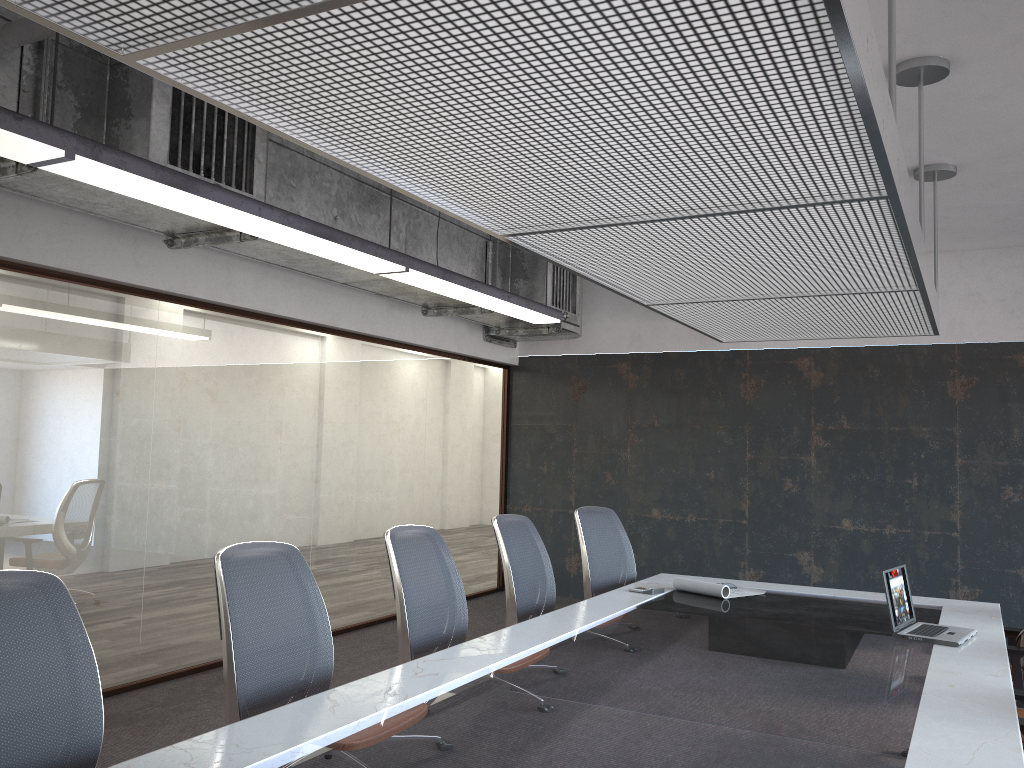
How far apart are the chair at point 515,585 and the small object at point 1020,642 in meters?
2.3 m

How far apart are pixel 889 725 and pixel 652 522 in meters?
6.3

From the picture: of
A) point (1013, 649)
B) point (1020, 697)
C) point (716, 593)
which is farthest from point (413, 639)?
point (1013, 649)

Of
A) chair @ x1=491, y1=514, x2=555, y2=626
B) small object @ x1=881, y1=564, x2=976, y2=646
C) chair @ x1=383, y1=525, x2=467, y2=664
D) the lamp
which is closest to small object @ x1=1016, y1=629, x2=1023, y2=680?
small object @ x1=881, y1=564, x2=976, y2=646

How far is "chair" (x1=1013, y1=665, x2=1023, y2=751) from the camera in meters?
3.3

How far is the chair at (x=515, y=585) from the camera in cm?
446

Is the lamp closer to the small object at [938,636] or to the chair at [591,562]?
the chair at [591,562]

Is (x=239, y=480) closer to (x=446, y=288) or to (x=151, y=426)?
(x=151, y=426)

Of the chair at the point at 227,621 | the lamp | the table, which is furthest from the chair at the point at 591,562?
the chair at the point at 227,621

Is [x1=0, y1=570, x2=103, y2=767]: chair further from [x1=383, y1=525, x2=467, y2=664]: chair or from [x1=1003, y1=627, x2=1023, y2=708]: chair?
[x1=1003, y1=627, x2=1023, y2=708]: chair
